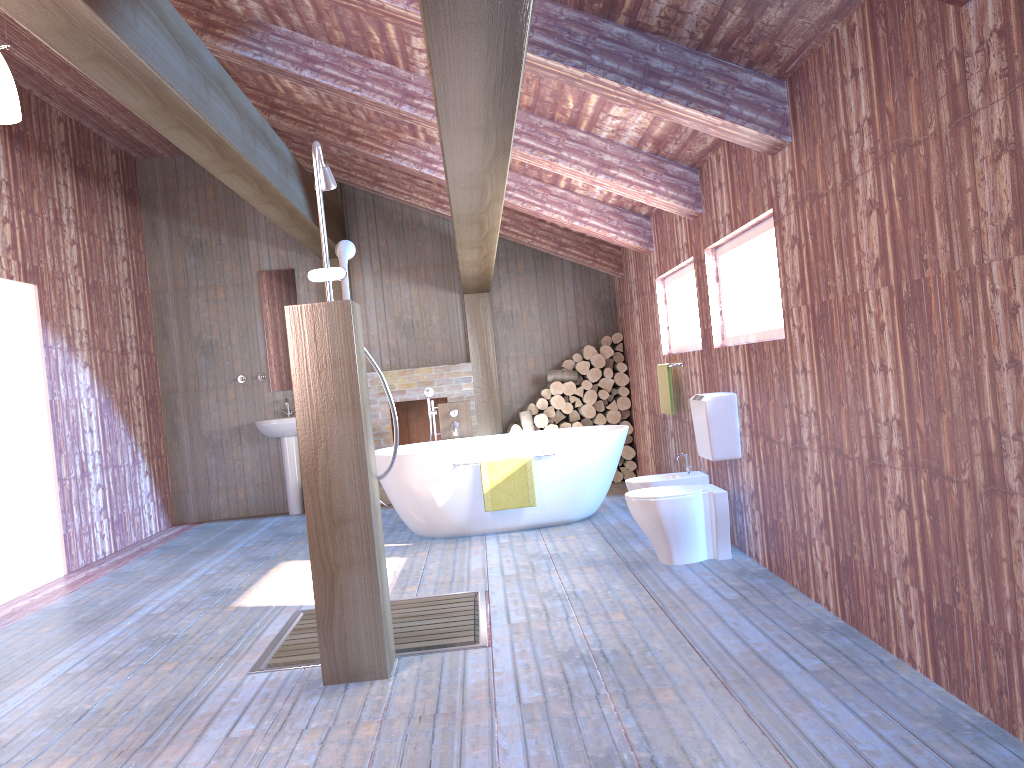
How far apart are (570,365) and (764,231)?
4.42m

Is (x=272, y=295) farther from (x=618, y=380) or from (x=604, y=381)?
(x=618, y=380)

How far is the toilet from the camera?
4.8 meters

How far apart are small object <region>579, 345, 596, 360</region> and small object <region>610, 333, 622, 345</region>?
0.27m

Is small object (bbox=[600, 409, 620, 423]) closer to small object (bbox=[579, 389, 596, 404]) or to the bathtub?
small object (bbox=[579, 389, 596, 404])

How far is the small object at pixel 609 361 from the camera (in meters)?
8.62

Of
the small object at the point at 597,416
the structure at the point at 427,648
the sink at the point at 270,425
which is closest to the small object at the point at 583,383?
the small object at the point at 597,416

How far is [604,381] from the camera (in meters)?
8.47

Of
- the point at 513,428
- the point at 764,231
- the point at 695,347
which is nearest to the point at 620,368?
the point at 513,428

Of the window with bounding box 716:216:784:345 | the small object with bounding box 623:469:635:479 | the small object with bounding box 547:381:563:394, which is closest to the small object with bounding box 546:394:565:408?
the small object with bounding box 547:381:563:394
